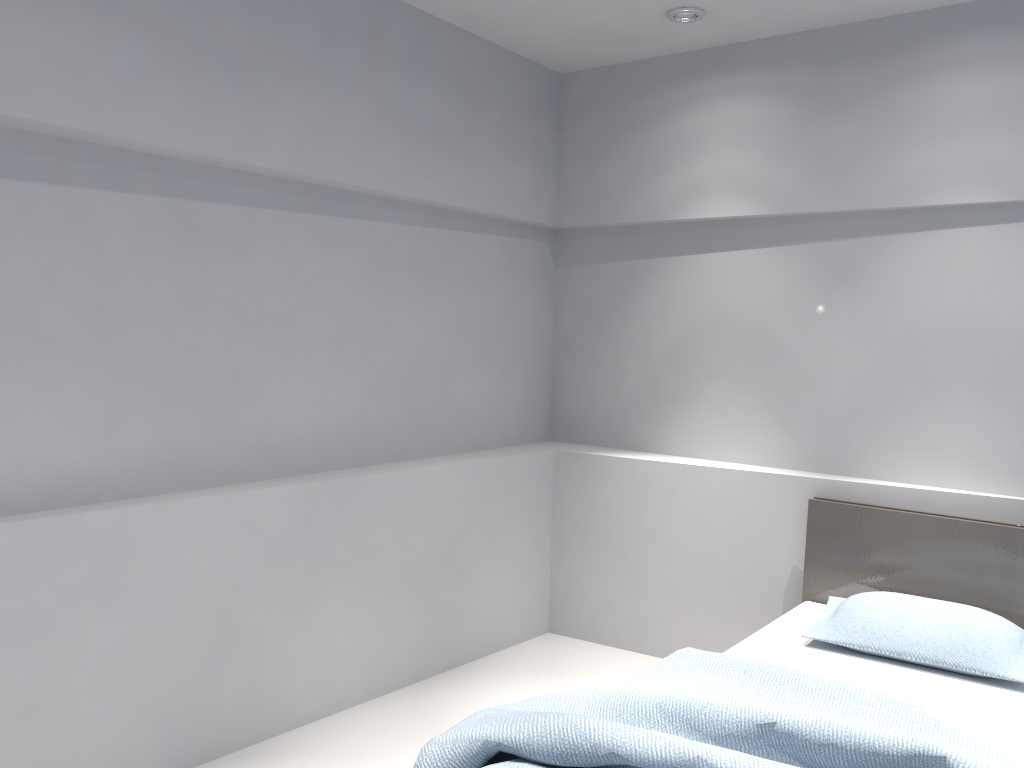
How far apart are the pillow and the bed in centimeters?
3cm

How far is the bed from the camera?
2.0m

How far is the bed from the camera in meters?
2.0 m

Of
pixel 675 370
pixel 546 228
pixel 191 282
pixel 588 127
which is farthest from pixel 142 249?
pixel 675 370

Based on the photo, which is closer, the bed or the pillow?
the bed

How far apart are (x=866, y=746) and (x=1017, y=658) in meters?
1.1 m

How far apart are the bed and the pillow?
A: 0.0m

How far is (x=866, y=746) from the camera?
1.97m

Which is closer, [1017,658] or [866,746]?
[866,746]
